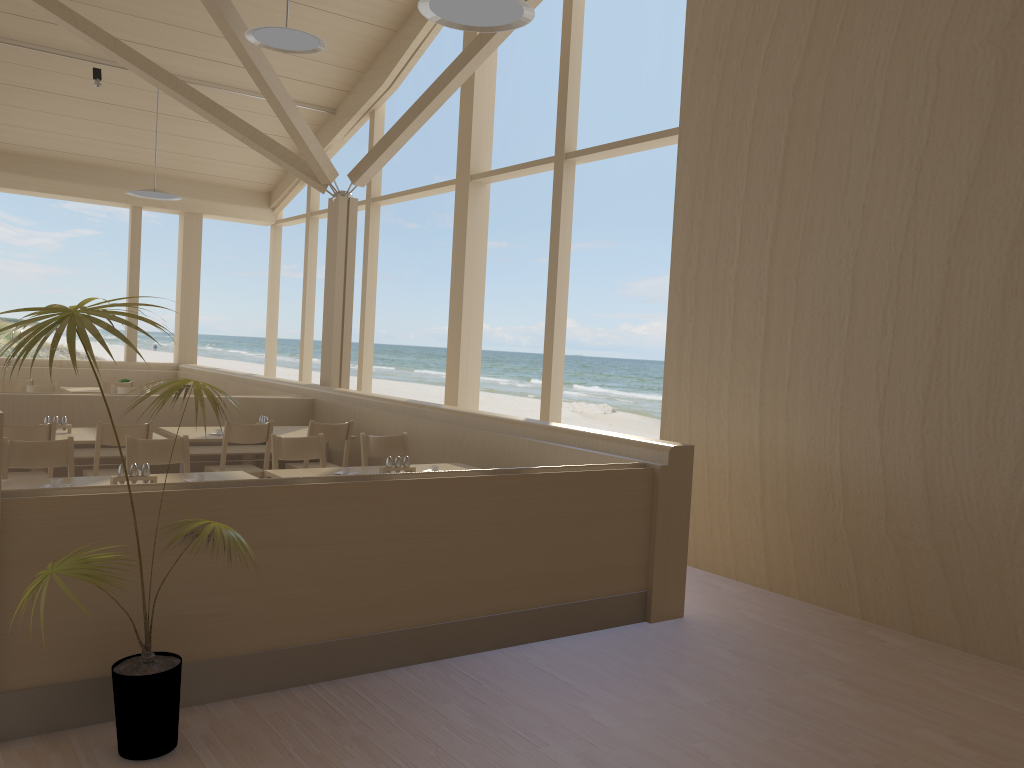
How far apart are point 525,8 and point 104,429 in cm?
359

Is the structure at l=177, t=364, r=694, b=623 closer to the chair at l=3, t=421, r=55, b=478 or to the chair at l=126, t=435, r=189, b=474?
the chair at l=126, t=435, r=189, b=474

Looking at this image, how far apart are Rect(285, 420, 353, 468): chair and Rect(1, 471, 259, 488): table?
1.60m

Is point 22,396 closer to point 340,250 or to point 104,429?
point 104,429

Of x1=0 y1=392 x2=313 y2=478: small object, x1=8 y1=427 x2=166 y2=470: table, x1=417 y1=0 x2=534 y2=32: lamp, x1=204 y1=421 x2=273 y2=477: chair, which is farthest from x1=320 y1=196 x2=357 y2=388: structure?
x1=417 y1=0 x2=534 y2=32: lamp

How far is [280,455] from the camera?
5.3m

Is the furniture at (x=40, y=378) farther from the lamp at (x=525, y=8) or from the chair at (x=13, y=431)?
the lamp at (x=525, y=8)

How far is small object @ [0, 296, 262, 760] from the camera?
2.6m

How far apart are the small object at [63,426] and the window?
3.62m

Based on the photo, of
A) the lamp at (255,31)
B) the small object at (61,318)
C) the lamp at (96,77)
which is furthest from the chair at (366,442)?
the lamp at (96,77)
